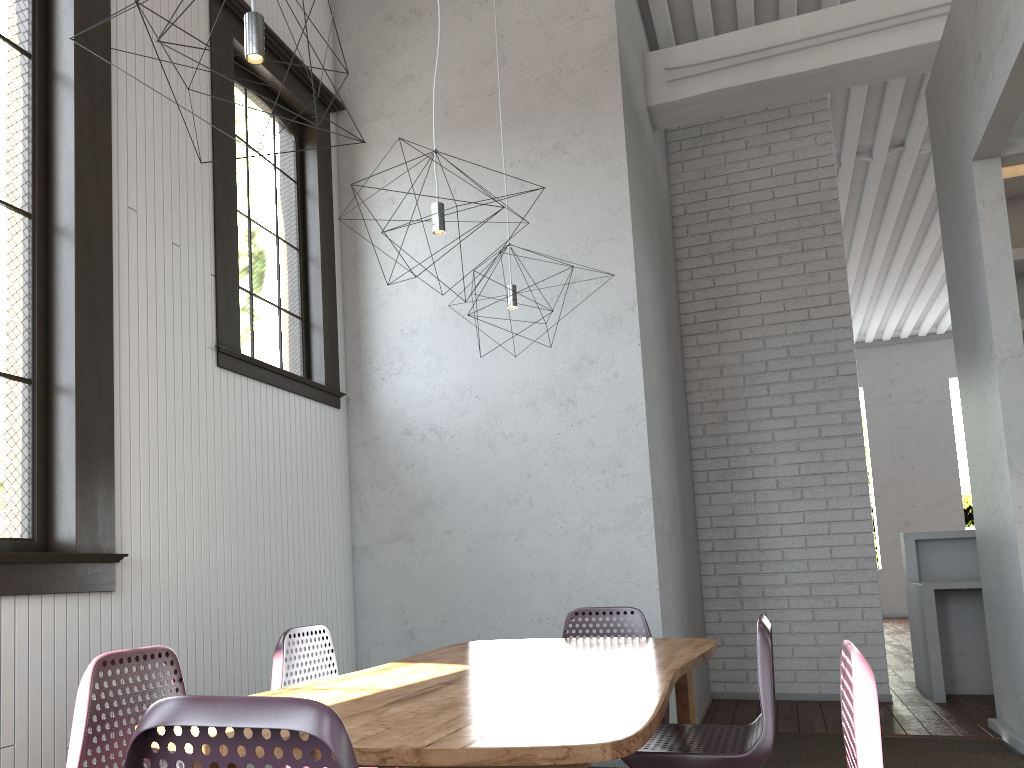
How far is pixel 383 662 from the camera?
4.53m
